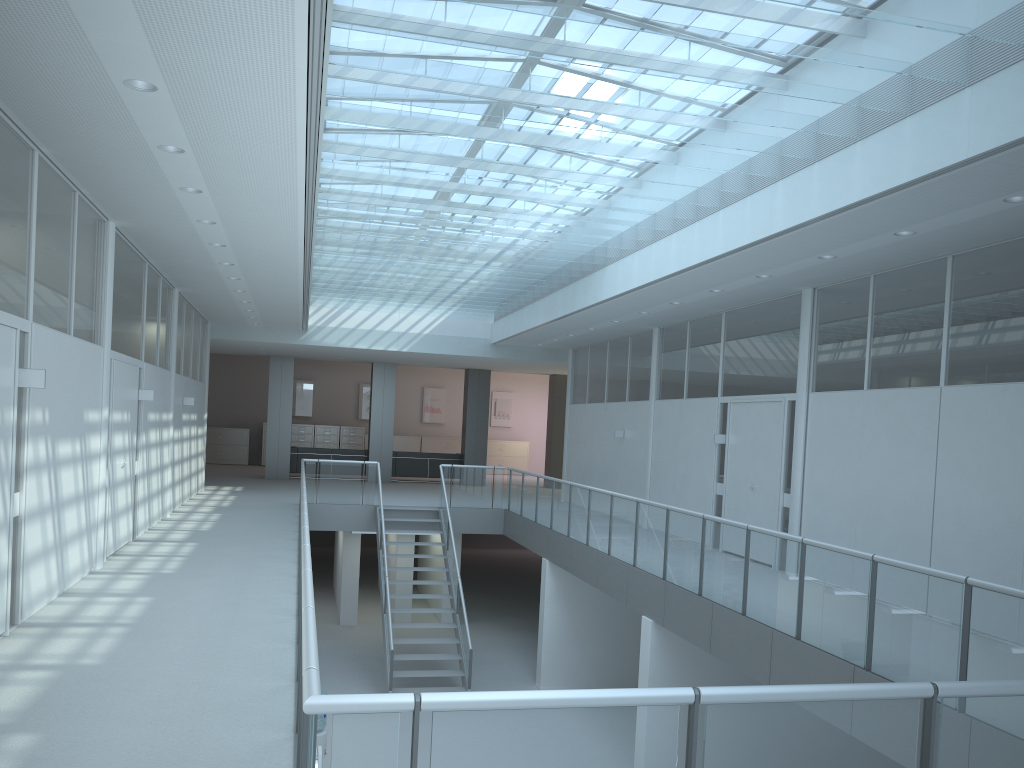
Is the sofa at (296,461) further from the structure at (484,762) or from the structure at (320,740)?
the structure at (320,740)

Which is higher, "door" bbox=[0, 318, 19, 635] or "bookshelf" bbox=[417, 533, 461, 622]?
"door" bbox=[0, 318, 19, 635]

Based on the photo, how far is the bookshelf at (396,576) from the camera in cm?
1607

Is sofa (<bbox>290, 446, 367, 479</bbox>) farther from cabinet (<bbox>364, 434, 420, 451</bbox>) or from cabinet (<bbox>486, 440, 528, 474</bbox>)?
cabinet (<bbox>486, 440, 528, 474</bbox>)

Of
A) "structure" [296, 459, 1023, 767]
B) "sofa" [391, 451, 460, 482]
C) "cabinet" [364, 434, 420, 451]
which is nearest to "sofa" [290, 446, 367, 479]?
"sofa" [391, 451, 460, 482]

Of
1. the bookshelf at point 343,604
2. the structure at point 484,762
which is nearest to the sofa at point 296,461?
the bookshelf at point 343,604

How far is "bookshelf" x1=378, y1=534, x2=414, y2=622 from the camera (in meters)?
16.07

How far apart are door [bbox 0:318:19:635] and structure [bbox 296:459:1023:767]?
1.73m

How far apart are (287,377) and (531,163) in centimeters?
1418cm

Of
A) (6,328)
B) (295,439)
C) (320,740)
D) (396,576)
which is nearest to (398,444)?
(295,439)
